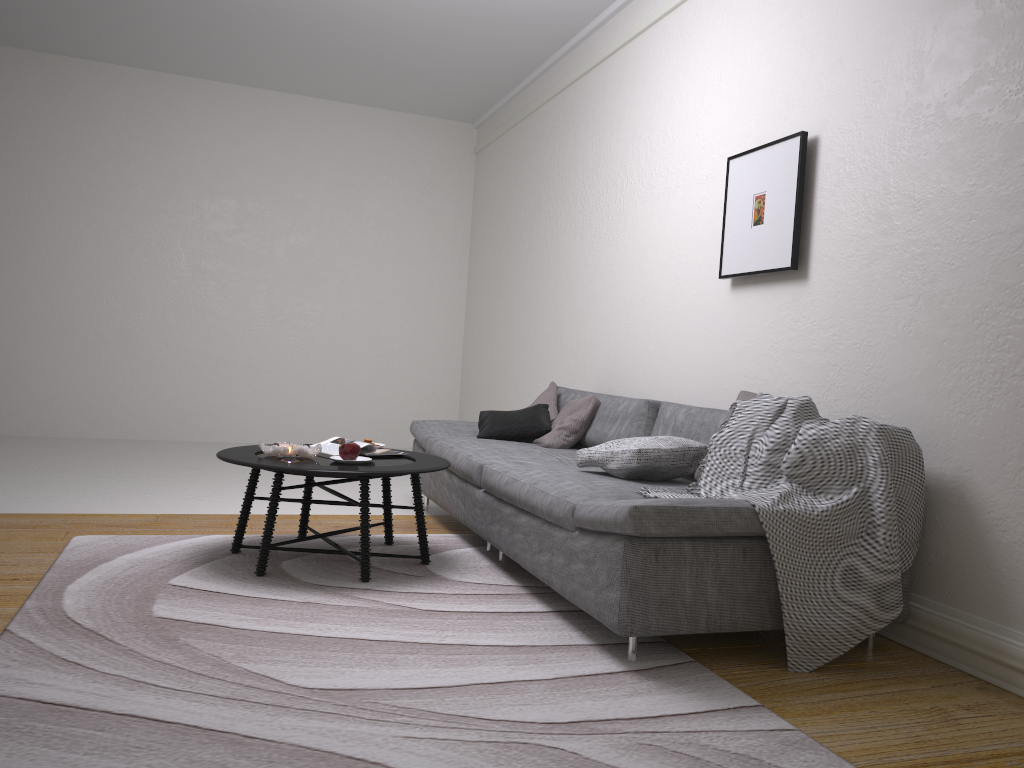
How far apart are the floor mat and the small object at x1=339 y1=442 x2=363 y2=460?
0.4 meters

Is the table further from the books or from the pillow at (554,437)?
the pillow at (554,437)

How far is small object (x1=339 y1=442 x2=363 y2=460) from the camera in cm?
356

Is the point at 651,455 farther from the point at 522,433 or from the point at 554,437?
the point at 522,433

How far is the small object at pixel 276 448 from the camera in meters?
3.5 m

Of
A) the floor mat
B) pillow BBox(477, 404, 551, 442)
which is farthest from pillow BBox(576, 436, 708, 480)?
pillow BBox(477, 404, 551, 442)

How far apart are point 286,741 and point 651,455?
1.80m

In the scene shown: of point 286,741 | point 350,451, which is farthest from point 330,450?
point 286,741

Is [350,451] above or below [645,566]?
above

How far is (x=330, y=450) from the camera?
3.8m
